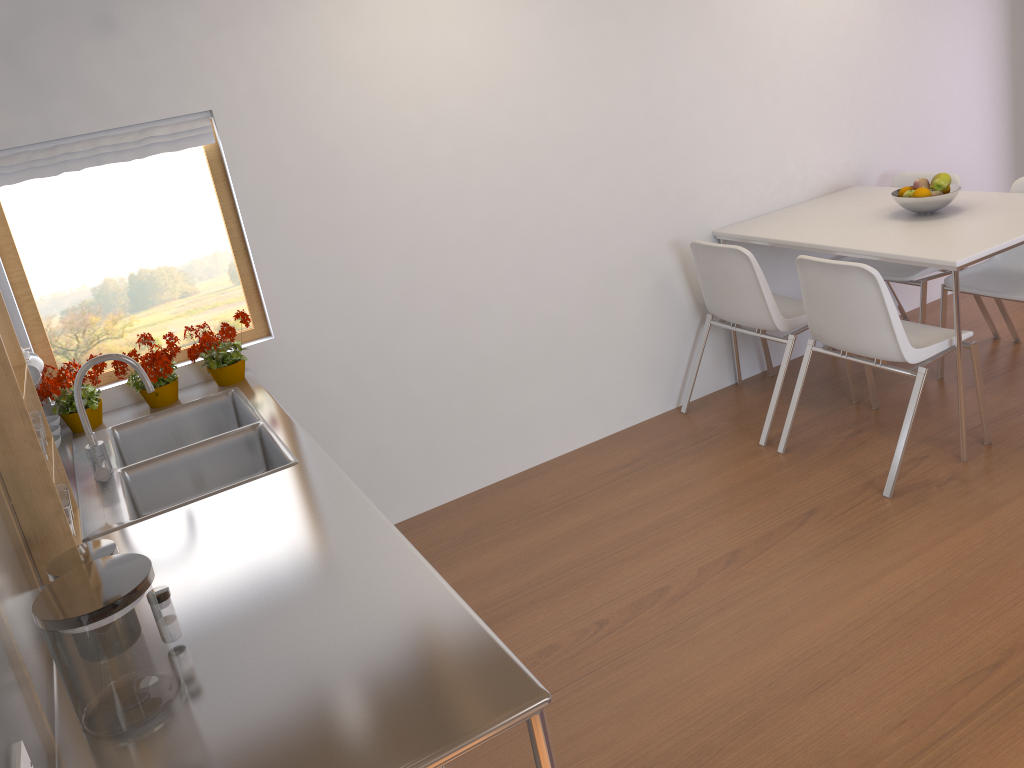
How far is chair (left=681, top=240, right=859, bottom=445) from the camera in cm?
344

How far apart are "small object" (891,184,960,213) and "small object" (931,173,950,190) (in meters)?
0.05

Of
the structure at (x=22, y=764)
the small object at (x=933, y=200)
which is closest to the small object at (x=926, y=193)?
the small object at (x=933, y=200)

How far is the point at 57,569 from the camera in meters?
1.5 m

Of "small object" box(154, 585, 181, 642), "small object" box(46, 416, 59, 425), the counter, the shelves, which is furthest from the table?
"small object" box(46, 416, 59, 425)

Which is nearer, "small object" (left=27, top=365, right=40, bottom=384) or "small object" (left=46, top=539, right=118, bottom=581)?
"small object" (left=46, top=539, right=118, bottom=581)

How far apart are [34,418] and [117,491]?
0.41m

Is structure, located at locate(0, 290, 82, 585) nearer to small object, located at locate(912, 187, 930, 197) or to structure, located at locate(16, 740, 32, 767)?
structure, located at locate(16, 740, 32, 767)

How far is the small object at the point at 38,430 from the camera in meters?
1.8

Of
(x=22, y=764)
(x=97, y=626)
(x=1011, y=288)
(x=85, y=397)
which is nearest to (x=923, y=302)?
(x=1011, y=288)
